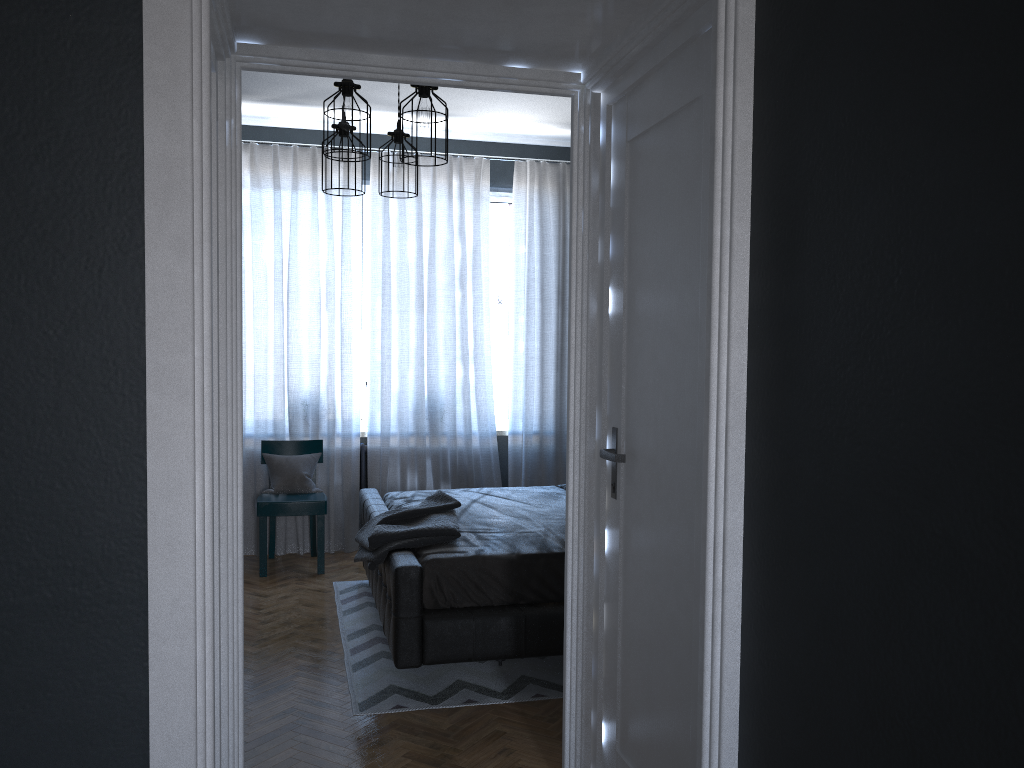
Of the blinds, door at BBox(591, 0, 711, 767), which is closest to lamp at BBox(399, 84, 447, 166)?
door at BBox(591, 0, 711, 767)

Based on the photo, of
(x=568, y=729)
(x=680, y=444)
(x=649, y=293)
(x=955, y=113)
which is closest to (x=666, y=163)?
(x=649, y=293)

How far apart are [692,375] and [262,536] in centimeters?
398cm

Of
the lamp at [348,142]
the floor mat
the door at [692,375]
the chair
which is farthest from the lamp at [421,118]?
the chair

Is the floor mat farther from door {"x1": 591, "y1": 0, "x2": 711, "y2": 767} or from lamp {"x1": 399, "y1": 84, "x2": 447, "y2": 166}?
lamp {"x1": 399, "y1": 84, "x2": 447, "y2": 166}

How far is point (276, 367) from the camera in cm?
598

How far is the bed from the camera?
3.5 meters

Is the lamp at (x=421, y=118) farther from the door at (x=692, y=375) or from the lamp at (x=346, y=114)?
the door at (x=692, y=375)

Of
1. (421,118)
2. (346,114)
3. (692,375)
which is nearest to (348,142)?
(346,114)

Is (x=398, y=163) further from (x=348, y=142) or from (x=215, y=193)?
(x=215, y=193)
